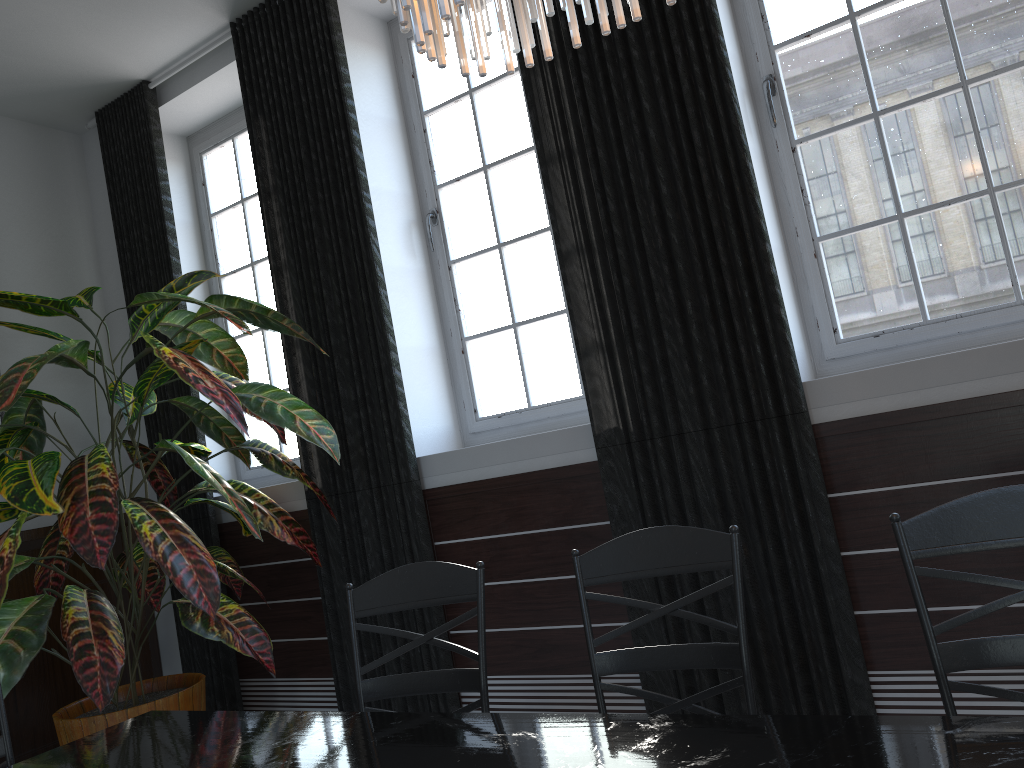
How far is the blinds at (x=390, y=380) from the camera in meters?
3.5 m

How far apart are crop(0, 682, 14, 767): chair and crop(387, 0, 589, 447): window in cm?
206

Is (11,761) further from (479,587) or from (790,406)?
(790,406)

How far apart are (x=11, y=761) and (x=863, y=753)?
2.0 meters

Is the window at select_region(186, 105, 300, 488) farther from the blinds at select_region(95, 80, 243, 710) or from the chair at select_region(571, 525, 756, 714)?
the chair at select_region(571, 525, 756, 714)

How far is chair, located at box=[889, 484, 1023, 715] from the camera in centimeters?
151cm

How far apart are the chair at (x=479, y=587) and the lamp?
1.1 meters

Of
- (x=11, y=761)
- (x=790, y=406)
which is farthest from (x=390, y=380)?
(x=11, y=761)

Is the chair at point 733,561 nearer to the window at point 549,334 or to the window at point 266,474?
the window at point 549,334

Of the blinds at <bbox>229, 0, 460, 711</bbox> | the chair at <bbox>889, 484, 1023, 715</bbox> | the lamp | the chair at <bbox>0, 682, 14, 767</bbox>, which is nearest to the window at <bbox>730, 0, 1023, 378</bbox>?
the chair at <bbox>889, 484, 1023, 715</bbox>
